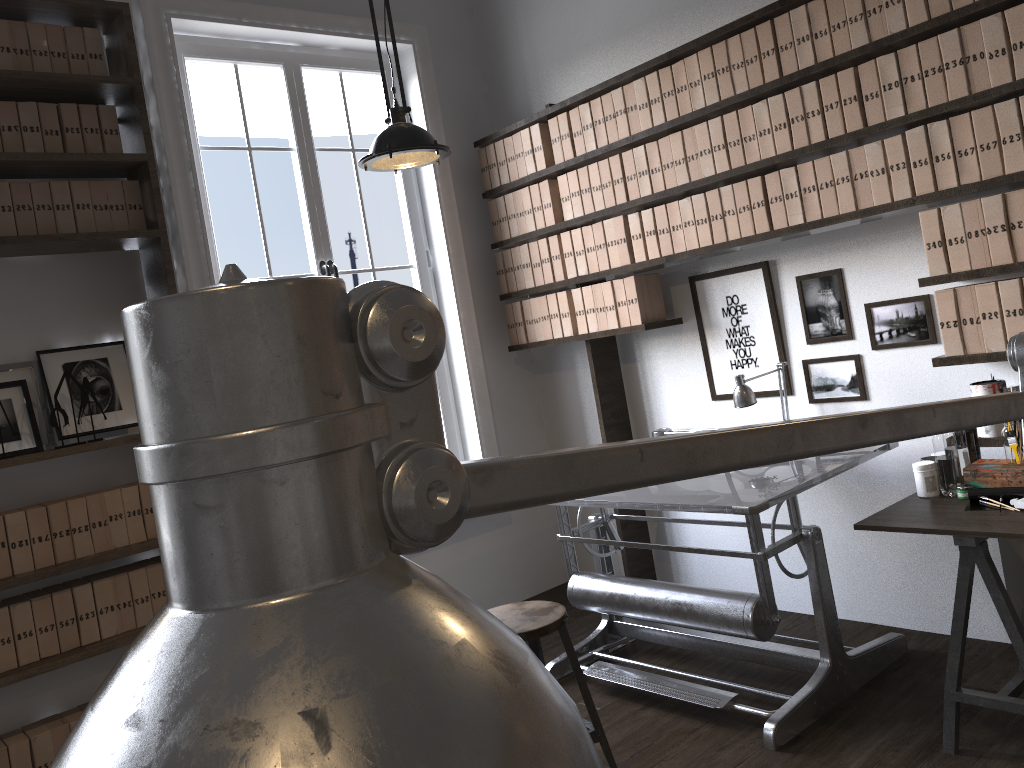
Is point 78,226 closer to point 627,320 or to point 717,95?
point 627,320

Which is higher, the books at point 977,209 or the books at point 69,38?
the books at point 69,38

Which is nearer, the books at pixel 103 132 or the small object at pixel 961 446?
the small object at pixel 961 446

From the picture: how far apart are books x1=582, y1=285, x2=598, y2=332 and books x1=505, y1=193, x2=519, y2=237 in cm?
56

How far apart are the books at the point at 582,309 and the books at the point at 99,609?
2.3m

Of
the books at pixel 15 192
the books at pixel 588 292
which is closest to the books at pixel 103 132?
the books at pixel 15 192

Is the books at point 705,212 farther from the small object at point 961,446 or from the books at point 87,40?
the books at point 87,40

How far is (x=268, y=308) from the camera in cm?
13

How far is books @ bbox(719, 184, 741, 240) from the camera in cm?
350

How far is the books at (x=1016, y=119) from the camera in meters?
2.7 m
